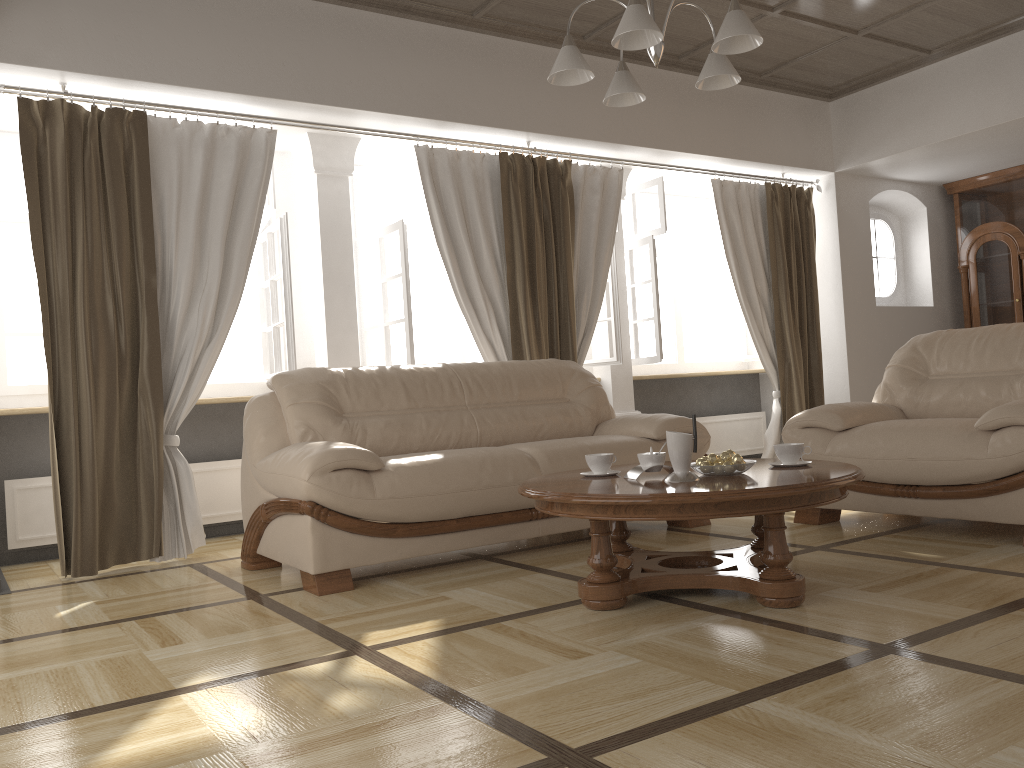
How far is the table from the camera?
2.57m

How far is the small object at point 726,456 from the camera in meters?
2.9 m

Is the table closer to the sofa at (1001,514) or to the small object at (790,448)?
the small object at (790,448)

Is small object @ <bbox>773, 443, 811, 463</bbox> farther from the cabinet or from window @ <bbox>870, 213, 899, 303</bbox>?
the cabinet

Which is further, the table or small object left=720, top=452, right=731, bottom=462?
small object left=720, top=452, right=731, bottom=462

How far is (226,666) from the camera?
2.5m

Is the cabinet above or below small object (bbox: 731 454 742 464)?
above

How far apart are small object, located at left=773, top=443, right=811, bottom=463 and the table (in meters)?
0.05

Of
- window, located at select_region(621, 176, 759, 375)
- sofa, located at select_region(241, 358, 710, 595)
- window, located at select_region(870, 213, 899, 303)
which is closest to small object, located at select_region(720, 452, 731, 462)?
sofa, located at select_region(241, 358, 710, 595)

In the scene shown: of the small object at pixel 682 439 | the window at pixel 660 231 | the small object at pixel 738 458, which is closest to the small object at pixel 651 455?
the small object at pixel 682 439
